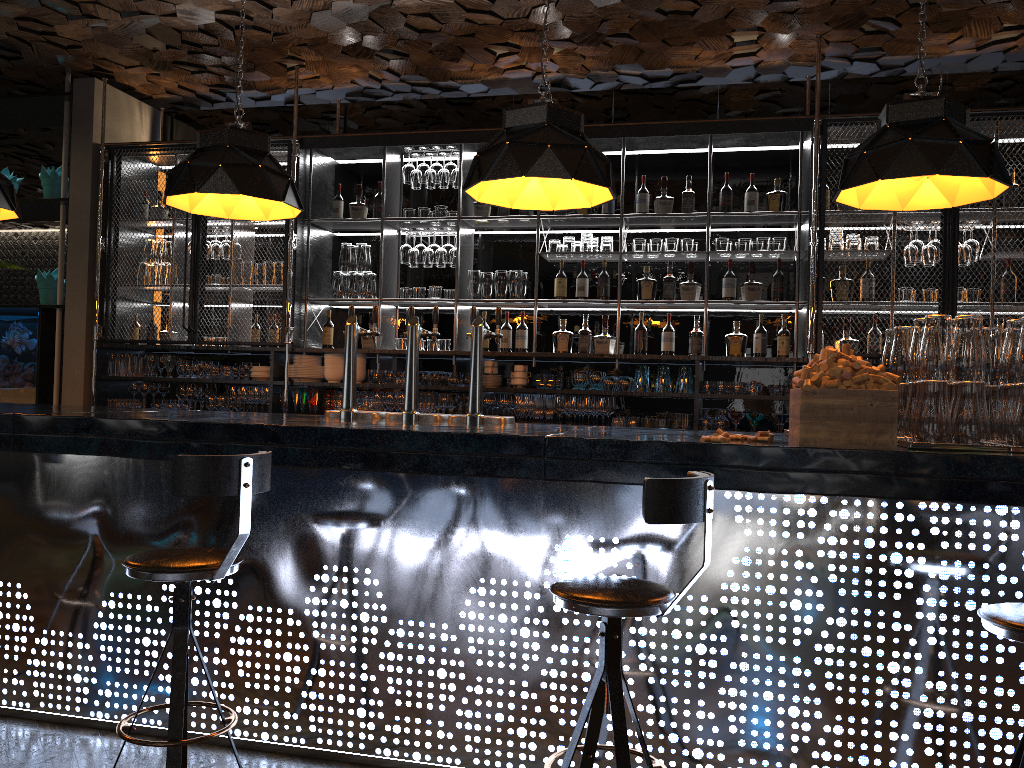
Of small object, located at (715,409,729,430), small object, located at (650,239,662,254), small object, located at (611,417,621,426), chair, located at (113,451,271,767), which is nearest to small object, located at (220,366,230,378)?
small object, located at (611,417,621,426)

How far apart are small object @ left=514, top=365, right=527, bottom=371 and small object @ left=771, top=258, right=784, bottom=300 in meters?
1.7

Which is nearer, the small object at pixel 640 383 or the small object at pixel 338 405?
the small object at pixel 640 383

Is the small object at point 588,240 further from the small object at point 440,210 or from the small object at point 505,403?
the small object at point 505,403

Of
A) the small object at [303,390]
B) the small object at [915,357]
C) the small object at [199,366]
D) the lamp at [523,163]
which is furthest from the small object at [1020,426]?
the small object at [199,366]

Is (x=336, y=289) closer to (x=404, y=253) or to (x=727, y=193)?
(x=404, y=253)

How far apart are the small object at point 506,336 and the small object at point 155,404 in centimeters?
260cm

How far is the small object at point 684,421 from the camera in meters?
5.8 m

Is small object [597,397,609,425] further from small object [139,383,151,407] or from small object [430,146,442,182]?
small object [139,383,151,407]

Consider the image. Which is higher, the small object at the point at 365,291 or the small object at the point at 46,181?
the small object at the point at 46,181
